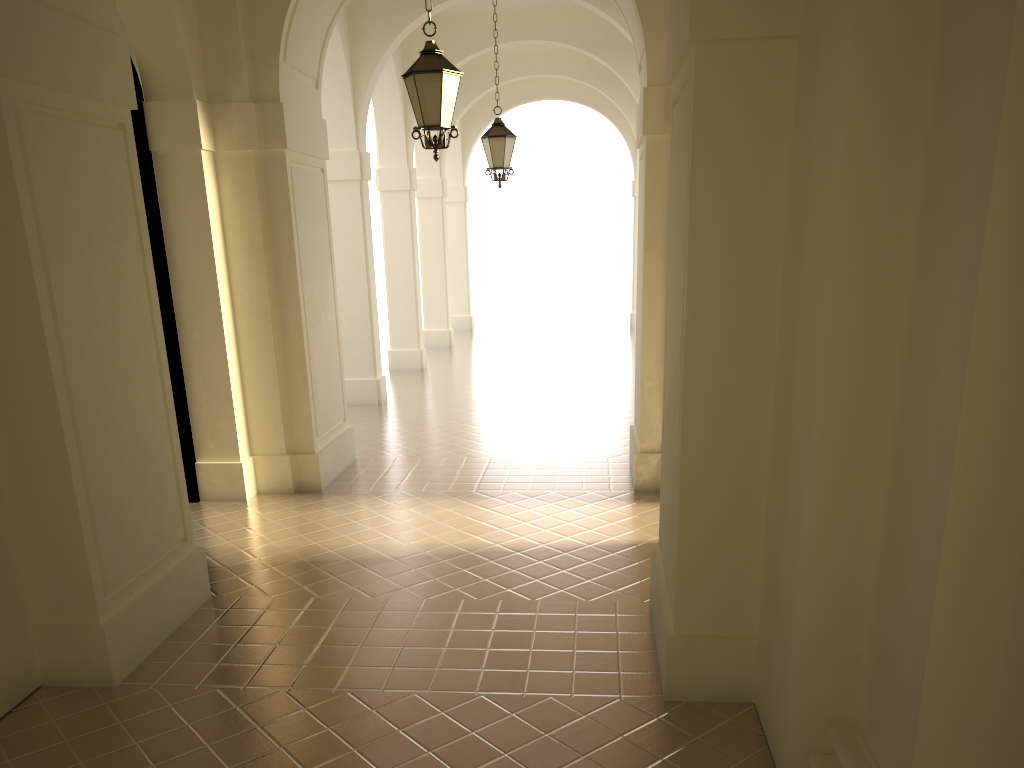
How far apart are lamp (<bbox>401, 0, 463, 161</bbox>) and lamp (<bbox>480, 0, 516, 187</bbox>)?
4.8 meters

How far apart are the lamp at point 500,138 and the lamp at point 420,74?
4.76m

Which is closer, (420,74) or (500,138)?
(420,74)

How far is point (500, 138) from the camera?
12.3 meters

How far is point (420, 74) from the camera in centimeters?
731cm

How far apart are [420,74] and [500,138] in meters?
5.1

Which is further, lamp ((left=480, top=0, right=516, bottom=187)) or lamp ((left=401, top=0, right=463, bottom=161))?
lamp ((left=480, top=0, right=516, bottom=187))

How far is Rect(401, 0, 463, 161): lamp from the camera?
7.31m

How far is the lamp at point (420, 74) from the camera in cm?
731

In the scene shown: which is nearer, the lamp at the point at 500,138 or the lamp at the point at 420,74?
the lamp at the point at 420,74
